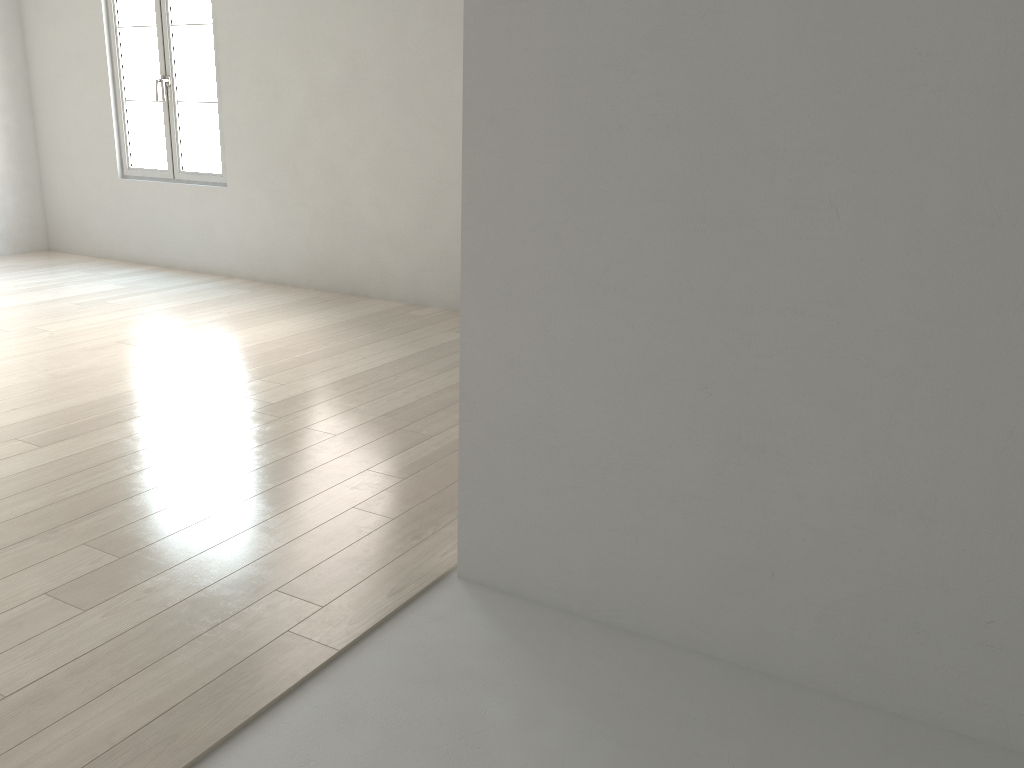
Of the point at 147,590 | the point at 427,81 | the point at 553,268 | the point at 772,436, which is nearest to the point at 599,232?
the point at 553,268

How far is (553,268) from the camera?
1.9m
